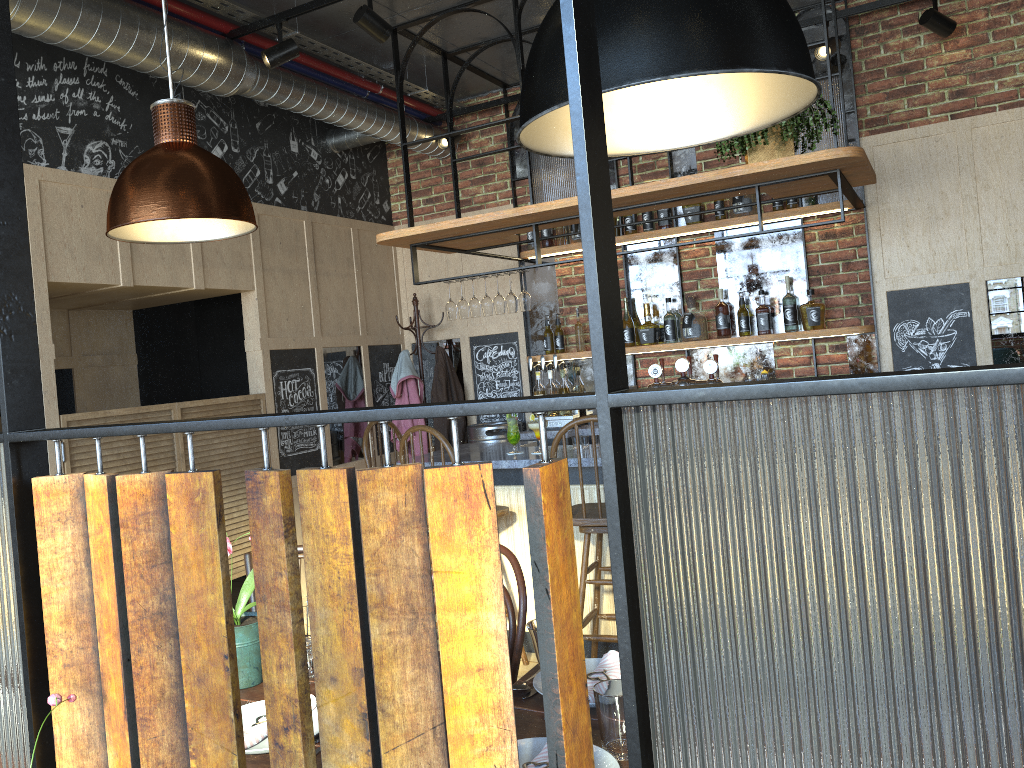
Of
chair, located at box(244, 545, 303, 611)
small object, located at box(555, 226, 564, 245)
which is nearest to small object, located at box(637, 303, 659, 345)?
small object, located at box(555, 226, 564, 245)

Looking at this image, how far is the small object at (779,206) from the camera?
5.2m

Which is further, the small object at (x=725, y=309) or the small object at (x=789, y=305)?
the small object at (x=725, y=309)

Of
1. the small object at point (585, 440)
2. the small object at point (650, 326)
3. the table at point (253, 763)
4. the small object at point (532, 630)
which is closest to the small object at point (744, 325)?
the small object at point (650, 326)

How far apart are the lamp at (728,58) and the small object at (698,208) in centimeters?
369cm

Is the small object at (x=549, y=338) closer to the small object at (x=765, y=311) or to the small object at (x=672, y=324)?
the small object at (x=672, y=324)

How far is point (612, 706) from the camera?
1.6 meters

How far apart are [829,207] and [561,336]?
1.82m

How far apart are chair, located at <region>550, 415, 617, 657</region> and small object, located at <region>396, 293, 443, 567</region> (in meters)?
2.41

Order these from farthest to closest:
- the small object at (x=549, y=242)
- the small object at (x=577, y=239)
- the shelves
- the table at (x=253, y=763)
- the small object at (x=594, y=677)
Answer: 1. the small object at (x=549, y=242)
2. the small object at (x=577, y=239)
3. the shelves
4. the small object at (x=594, y=677)
5. the table at (x=253, y=763)
